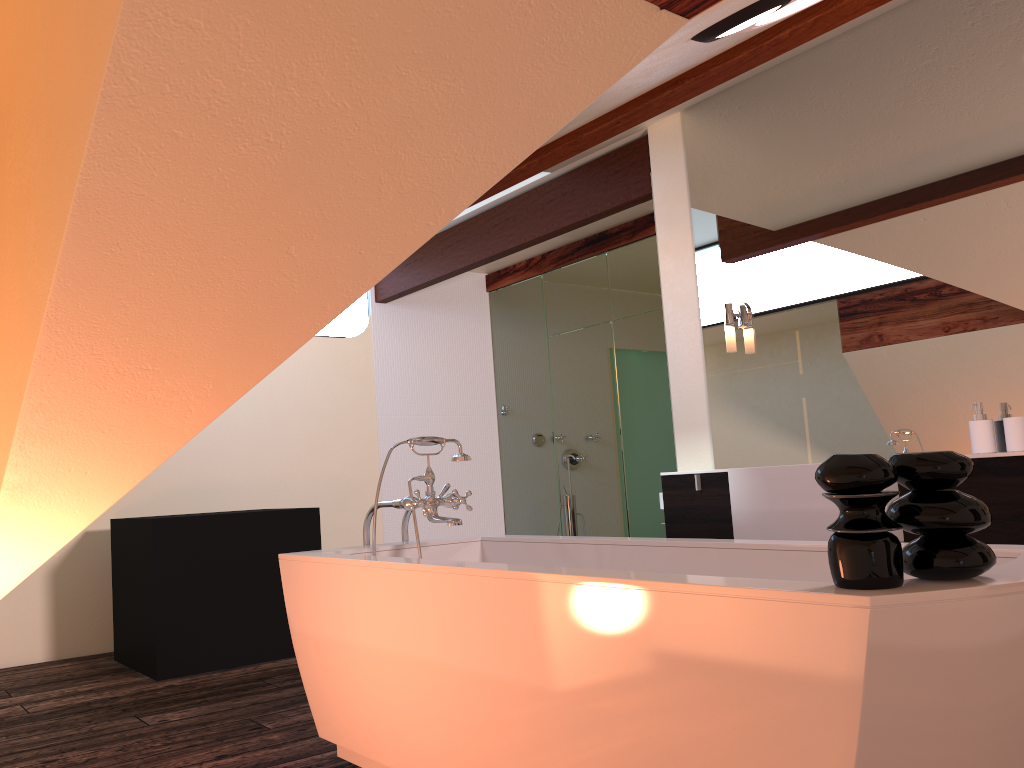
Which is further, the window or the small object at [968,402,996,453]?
the window

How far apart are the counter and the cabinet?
0.03m

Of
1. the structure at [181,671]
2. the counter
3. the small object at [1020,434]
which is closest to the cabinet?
the counter

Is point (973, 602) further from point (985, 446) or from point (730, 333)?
point (730, 333)

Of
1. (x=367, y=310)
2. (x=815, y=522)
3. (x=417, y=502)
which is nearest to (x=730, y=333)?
(x=815, y=522)

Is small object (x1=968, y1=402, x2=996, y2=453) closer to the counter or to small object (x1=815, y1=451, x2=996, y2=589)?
the counter

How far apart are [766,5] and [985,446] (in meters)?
1.76

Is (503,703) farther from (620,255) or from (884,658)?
(620,255)

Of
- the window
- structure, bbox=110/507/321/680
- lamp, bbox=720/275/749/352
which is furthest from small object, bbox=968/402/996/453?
the window

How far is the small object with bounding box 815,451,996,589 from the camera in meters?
1.3 m
